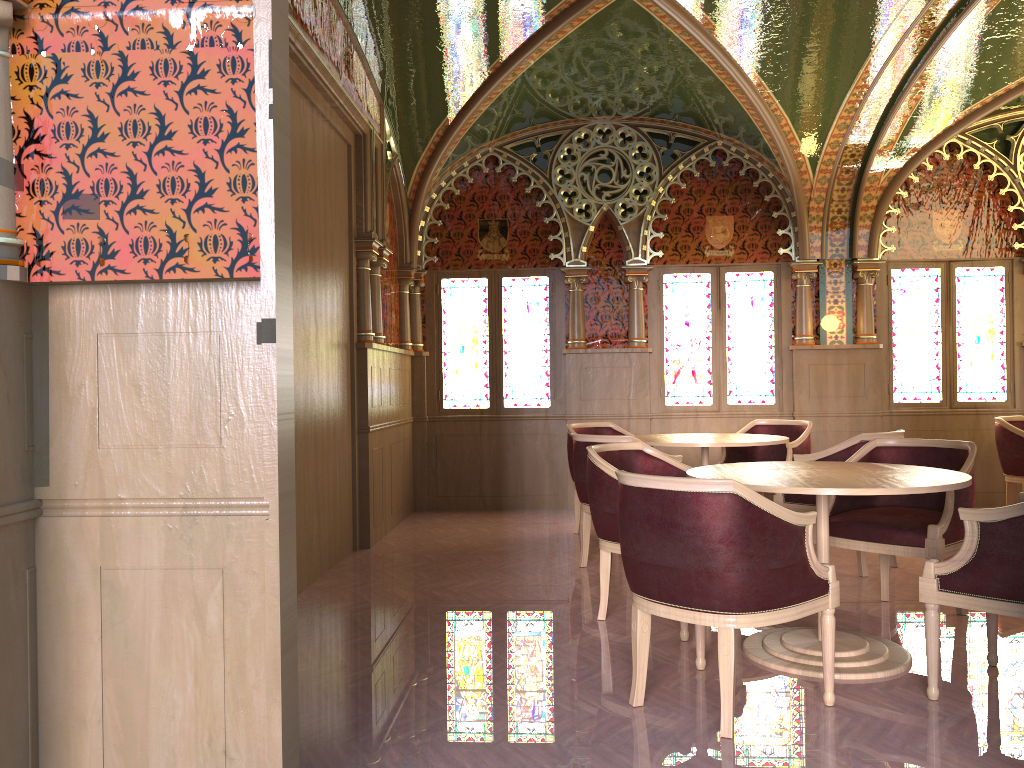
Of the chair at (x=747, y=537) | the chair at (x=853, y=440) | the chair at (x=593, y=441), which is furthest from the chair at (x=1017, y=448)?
the chair at (x=747, y=537)

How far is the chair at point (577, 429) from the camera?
7.1 meters

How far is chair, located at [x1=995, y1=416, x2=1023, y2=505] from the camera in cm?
679

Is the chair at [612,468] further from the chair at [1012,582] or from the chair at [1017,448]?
the chair at [1017,448]

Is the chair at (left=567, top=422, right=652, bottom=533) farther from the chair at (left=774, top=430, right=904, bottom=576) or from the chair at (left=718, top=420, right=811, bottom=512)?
the chair at (left=774, top=430, right=904, bottom=576)

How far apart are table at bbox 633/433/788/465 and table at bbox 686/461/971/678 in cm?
152

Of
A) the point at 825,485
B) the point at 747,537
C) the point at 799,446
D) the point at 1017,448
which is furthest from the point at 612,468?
the point at 1017,448

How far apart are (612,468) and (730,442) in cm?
182

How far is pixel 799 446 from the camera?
6.67m

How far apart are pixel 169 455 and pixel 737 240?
6.8 meters
